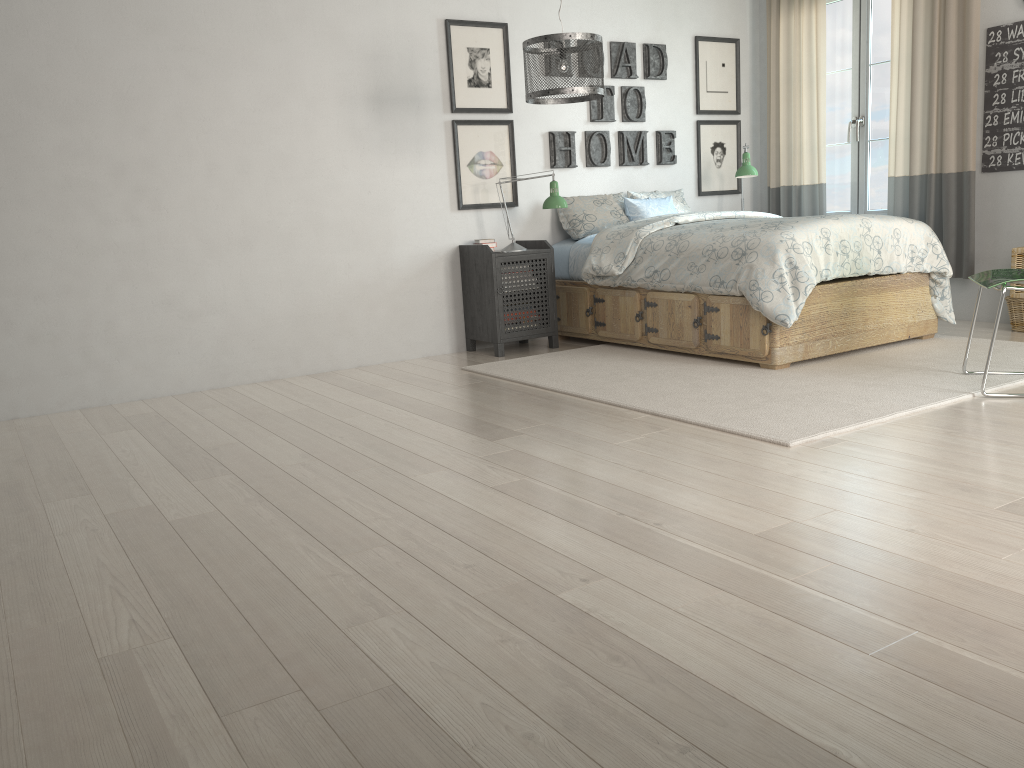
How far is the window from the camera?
5.70m

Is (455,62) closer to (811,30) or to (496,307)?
(496,307)

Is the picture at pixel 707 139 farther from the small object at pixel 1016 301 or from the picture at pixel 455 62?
the small object at pixel 1016 301

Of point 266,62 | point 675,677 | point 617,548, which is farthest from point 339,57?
point 675,677

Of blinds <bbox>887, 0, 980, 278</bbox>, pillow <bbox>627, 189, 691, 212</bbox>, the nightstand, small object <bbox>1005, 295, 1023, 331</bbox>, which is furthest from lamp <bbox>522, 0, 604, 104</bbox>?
small object <bbox>1005, 295, 1023, 331</bbox>

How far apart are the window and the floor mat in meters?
1.4 m

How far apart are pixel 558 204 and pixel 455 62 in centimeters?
103cm

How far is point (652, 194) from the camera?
5.9 meters

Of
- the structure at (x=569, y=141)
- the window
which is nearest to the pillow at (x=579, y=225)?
the structure at (x=569, y=141)

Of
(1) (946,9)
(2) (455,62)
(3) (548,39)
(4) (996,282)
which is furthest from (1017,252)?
(2) (455,62)
